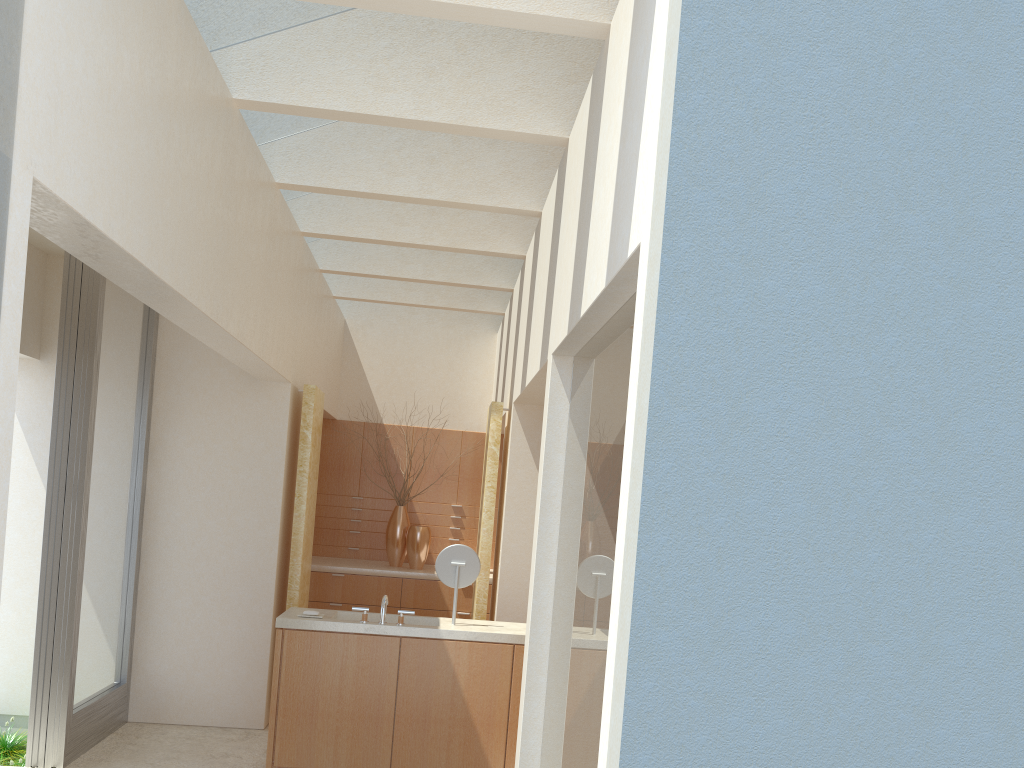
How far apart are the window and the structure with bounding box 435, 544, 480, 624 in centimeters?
475cm

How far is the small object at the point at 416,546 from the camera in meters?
19.1 m

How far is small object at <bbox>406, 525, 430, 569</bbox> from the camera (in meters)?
19.06

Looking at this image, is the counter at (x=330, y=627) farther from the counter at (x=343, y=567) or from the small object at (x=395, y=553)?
the small object at (x=395, y=553)

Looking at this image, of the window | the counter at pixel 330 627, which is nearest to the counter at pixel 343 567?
the window

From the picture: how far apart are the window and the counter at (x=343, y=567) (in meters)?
4.77

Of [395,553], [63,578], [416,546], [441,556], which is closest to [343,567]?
[395,553]

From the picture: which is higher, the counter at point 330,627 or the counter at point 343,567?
the counter at point 343,567

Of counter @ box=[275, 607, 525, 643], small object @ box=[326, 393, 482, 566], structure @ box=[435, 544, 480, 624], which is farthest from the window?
small object @ box=[326, 393, 482, 566]

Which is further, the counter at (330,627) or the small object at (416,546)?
the small object at (416,546)
